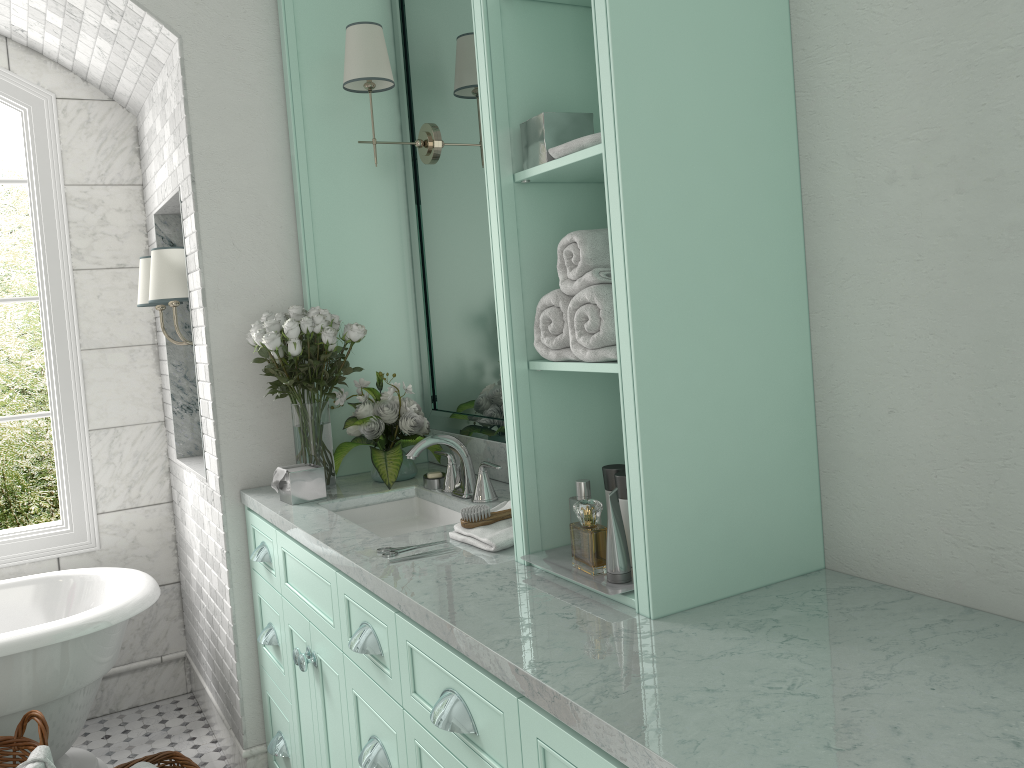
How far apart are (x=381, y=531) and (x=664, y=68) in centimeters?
181cm

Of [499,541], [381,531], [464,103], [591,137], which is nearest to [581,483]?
[499,541]

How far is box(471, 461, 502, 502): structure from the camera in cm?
267

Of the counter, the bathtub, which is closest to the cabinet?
the counter

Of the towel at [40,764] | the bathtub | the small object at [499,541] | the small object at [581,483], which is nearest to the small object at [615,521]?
the small object at [581,483]

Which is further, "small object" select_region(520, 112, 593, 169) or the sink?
the sink

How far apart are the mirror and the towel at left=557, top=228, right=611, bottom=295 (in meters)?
1.09

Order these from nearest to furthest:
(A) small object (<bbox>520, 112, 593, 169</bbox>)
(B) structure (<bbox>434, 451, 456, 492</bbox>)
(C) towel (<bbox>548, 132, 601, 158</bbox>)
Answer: (C) towel (<bbox>548, 132, 601, 158</bbox>), (A) small object (<bbox>520, 112, 593, 169</bbox>), (B) structure (<bbox>434, 451, 456, 492</bbox>)

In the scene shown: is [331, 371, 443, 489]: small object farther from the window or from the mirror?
the window

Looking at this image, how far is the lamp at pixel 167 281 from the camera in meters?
3.4 m
